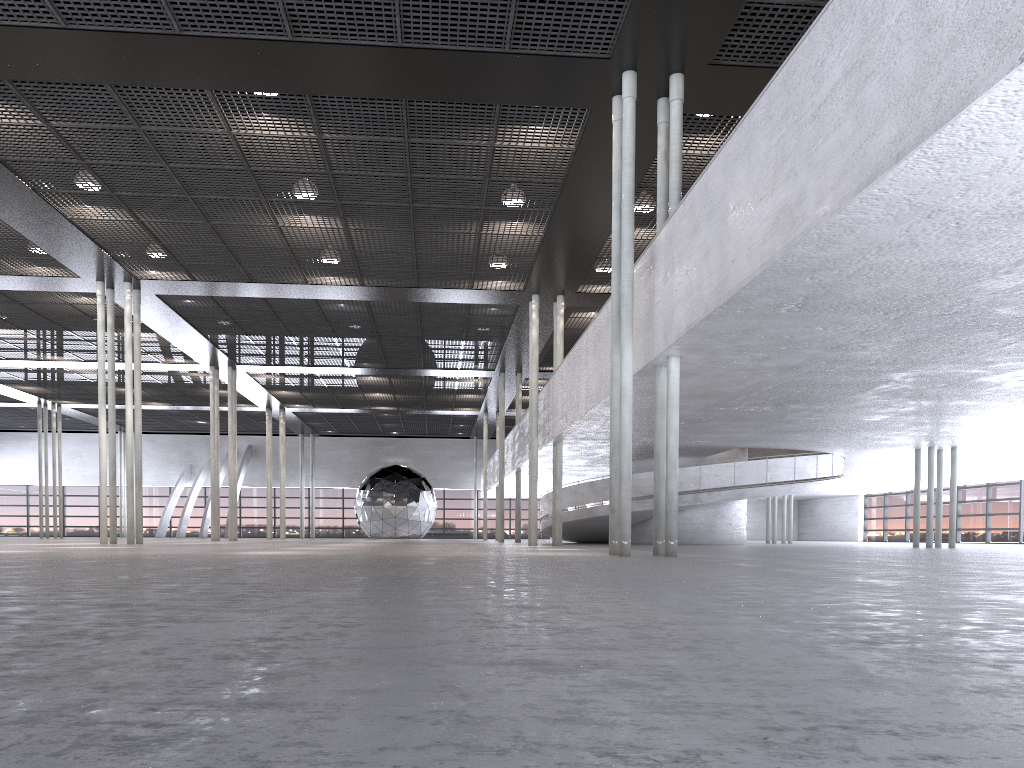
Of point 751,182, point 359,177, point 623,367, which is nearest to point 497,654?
point 751,182
